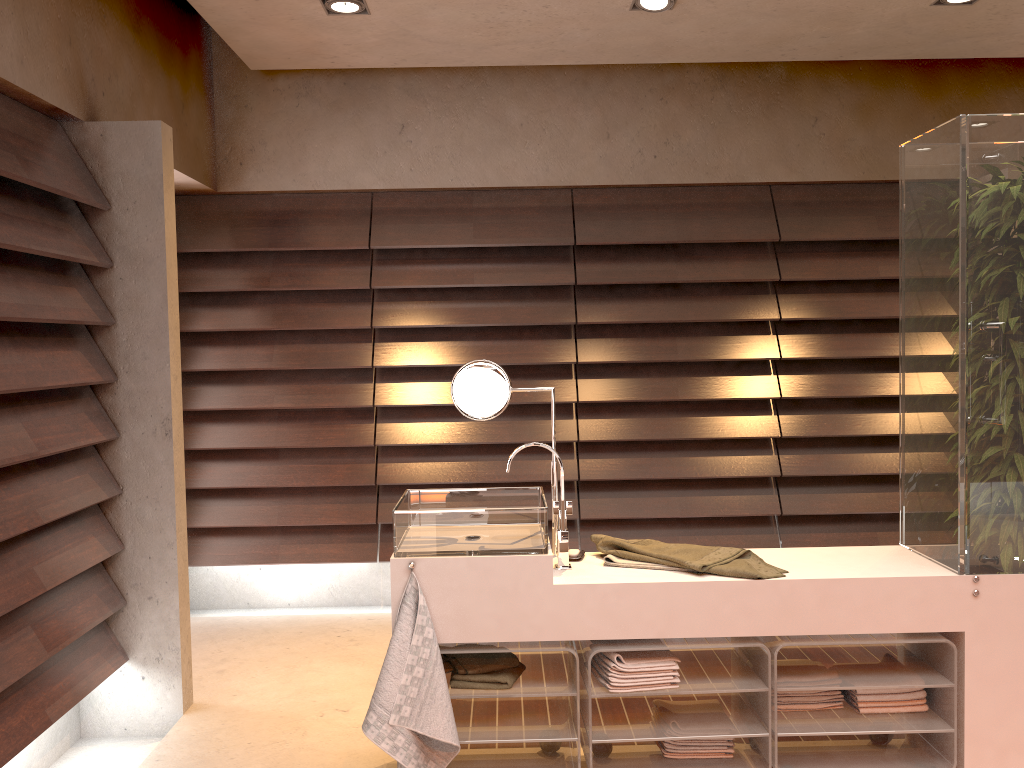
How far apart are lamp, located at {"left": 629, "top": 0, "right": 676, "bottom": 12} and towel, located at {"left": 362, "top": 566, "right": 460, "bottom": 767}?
2.3 meters

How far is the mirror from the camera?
2.63m

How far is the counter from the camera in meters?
2.3

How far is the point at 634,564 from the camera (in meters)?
2.49

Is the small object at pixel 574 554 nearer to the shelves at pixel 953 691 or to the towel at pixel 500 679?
the towel at pixel 500 679

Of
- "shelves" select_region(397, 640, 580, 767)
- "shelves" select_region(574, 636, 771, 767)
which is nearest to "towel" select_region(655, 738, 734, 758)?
"shelves" select_region(574, 636, 771, 767)

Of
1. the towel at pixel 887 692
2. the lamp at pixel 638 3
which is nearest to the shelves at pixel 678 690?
the towel at pixel 887 692

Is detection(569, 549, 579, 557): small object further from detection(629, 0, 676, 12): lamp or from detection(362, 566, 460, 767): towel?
detection(629, 0, 676, 12): lamp

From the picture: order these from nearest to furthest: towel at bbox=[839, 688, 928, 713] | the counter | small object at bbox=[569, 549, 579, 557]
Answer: the counter < towel at bbox=[839, 688, 928, 713] < small object at bbox=[569, 549, 579, 557]

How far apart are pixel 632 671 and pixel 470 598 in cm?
47
